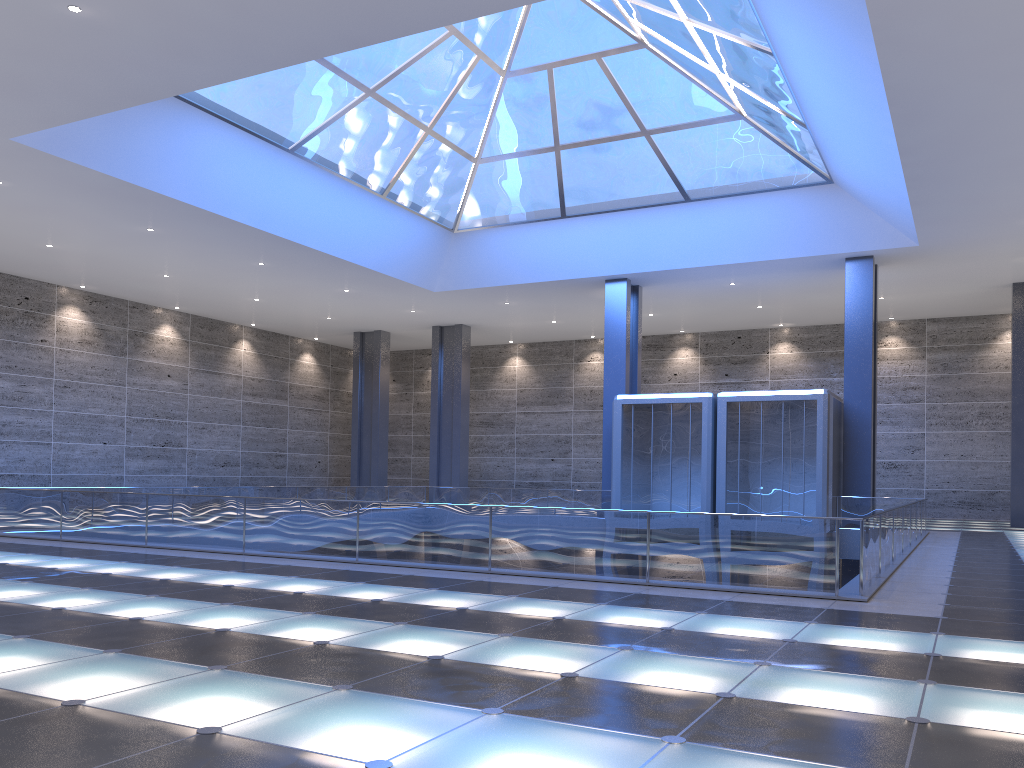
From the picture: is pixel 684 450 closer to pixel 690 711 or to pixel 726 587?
pixel 726 587
